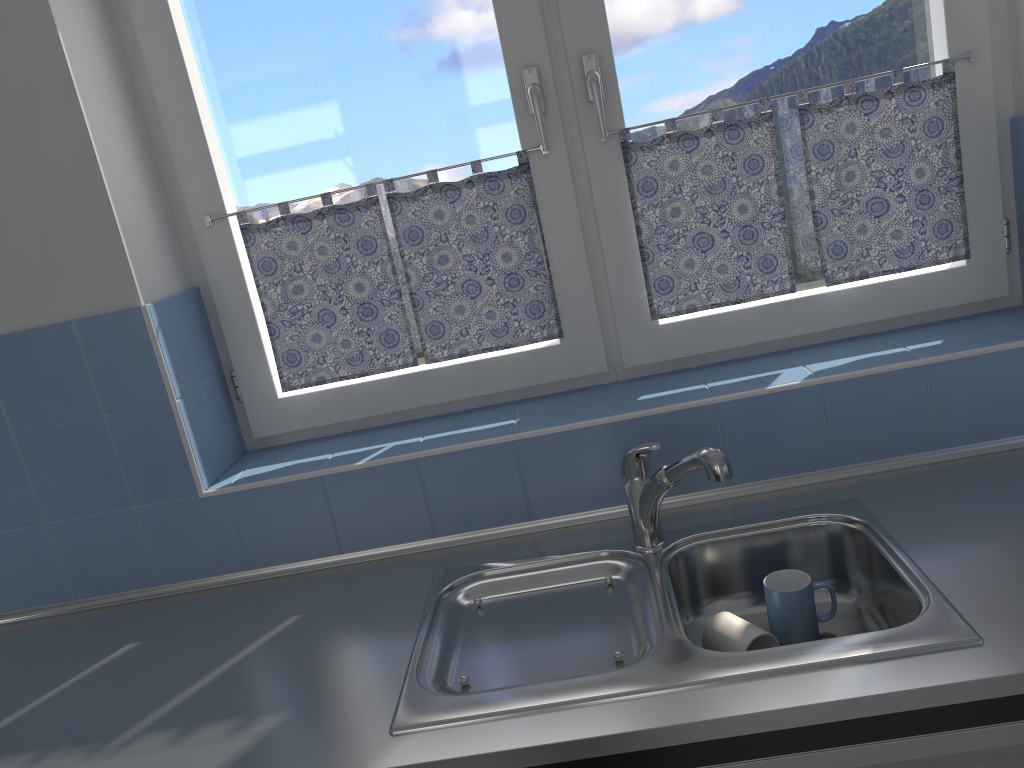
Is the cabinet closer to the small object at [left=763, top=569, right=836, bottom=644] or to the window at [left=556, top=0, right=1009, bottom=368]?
the small object at [left=763, top=569, right=836, bottom=644]

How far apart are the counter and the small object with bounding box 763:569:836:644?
0.1m

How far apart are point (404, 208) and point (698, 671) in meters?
1.1 m

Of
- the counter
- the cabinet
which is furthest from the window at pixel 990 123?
the cabinet

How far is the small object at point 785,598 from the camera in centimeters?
147cm

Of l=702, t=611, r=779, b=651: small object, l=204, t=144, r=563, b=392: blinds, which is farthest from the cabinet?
l=204, t=144, r=563, b=392: blinds

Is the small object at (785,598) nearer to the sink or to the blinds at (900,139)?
the sink

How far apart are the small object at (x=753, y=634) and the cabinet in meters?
0.3

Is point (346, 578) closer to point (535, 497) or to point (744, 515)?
point (535, 497)

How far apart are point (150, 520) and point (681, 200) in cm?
129
